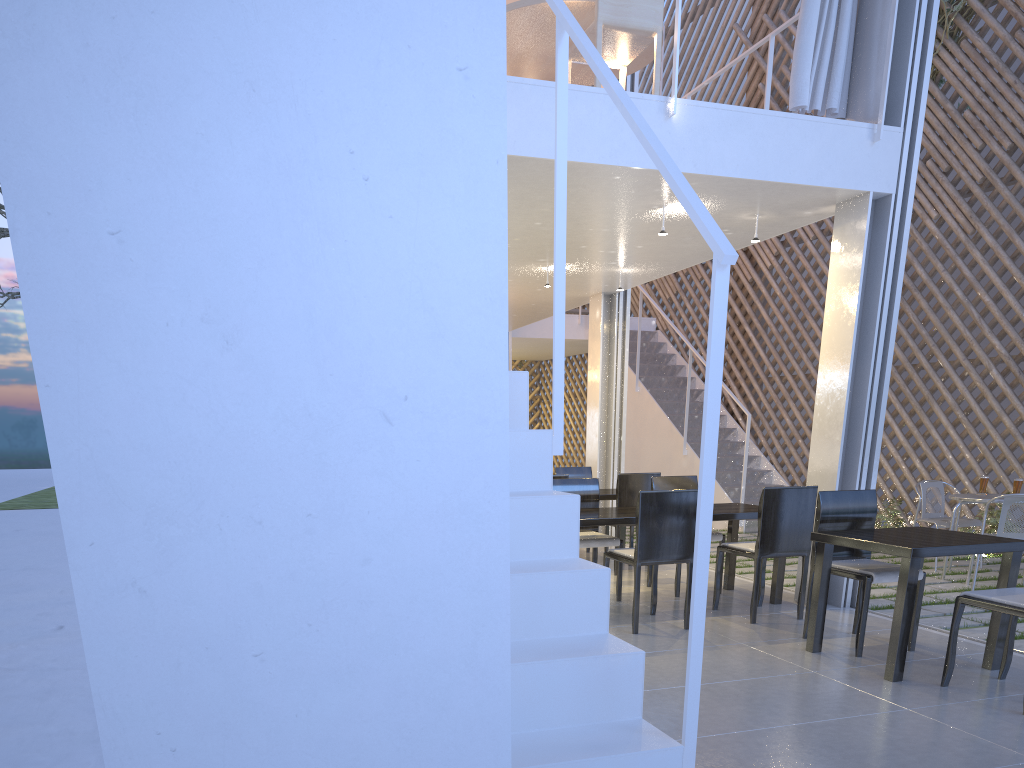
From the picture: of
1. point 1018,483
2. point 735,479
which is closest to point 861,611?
point 1018,483

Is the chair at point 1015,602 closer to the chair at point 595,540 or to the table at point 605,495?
the chair at point 595,540

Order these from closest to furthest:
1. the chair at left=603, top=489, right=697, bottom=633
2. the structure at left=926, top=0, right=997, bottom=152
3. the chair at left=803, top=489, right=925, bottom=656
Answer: the chair at left=803, top=489, right=925, bottom=656 < the chair at left=603, top=489, right=697, bottom=633 < the structure at left=926, top=0, right=997, bottom=152

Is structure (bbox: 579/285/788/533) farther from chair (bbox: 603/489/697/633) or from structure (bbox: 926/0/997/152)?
chair (bbox: 603/489/697/633)

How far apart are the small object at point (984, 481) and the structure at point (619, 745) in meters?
2.8 m

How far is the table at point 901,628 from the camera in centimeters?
188cm

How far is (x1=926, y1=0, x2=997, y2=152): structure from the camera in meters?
4.5

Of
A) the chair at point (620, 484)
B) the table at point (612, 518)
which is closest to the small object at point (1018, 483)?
the table at point (612, 518)

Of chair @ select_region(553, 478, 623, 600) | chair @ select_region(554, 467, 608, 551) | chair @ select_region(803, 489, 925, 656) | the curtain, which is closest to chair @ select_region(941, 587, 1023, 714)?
chair @ select_region(803, 489, 925, 656)

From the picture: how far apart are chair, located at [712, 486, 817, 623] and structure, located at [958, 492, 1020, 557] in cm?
179
